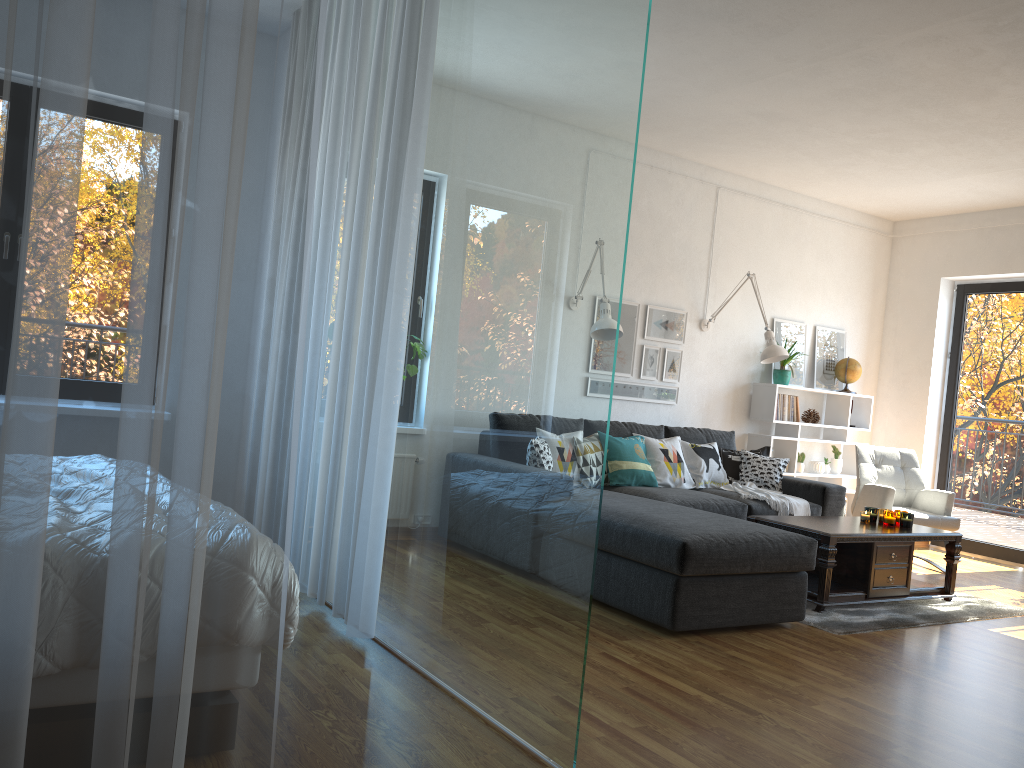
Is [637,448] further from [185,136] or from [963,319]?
[185,136]

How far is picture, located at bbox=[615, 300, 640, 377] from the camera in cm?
628

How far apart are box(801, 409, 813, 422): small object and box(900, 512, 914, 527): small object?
2.09m

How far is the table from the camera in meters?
4.5 m

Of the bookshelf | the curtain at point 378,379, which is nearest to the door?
the bookshelf

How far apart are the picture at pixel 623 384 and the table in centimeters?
164cm

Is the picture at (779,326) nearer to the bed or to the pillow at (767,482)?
the pillow at (767,482)

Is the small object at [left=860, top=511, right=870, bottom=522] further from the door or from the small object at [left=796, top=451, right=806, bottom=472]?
the door

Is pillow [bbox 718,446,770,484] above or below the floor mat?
above

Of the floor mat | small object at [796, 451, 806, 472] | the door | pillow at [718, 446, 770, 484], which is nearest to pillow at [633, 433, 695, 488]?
pillow at [718, 446, 770, 484]
